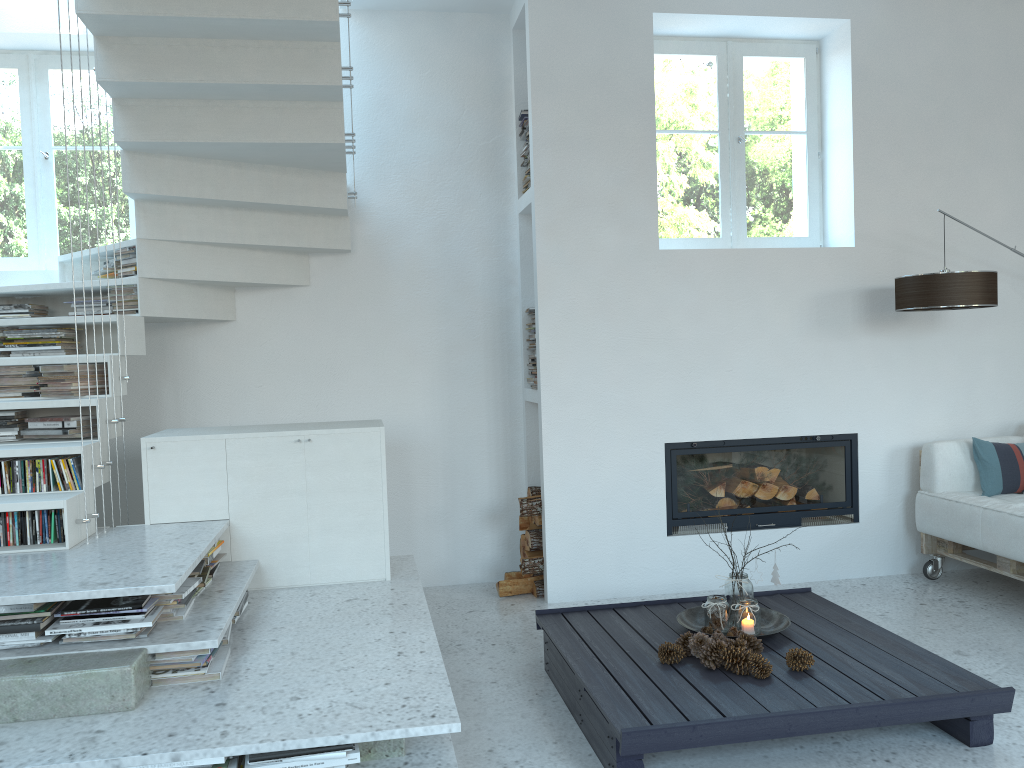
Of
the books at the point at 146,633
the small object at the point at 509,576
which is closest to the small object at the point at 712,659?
the books at the point at 146,633

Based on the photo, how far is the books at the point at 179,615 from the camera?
2.87m

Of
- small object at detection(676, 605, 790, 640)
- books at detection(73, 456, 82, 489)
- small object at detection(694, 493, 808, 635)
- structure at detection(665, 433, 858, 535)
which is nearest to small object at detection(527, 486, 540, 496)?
structure at detection(665, 433, 858, 535)

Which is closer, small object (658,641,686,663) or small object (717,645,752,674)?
small object (717,645,752,674)

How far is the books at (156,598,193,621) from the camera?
2.87m

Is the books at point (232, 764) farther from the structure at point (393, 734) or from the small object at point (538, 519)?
the small object at point (538, 519)

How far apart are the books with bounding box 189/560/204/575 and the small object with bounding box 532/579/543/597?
2.0m

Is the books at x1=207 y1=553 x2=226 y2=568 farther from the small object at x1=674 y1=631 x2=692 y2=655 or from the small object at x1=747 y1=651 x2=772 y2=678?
the small object at x1=747 y1=651 x2=772 y2=678

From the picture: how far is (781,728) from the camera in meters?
2.6

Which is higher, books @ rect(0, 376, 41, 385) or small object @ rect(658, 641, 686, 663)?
books @ rect(0, 376, 41, 385)
